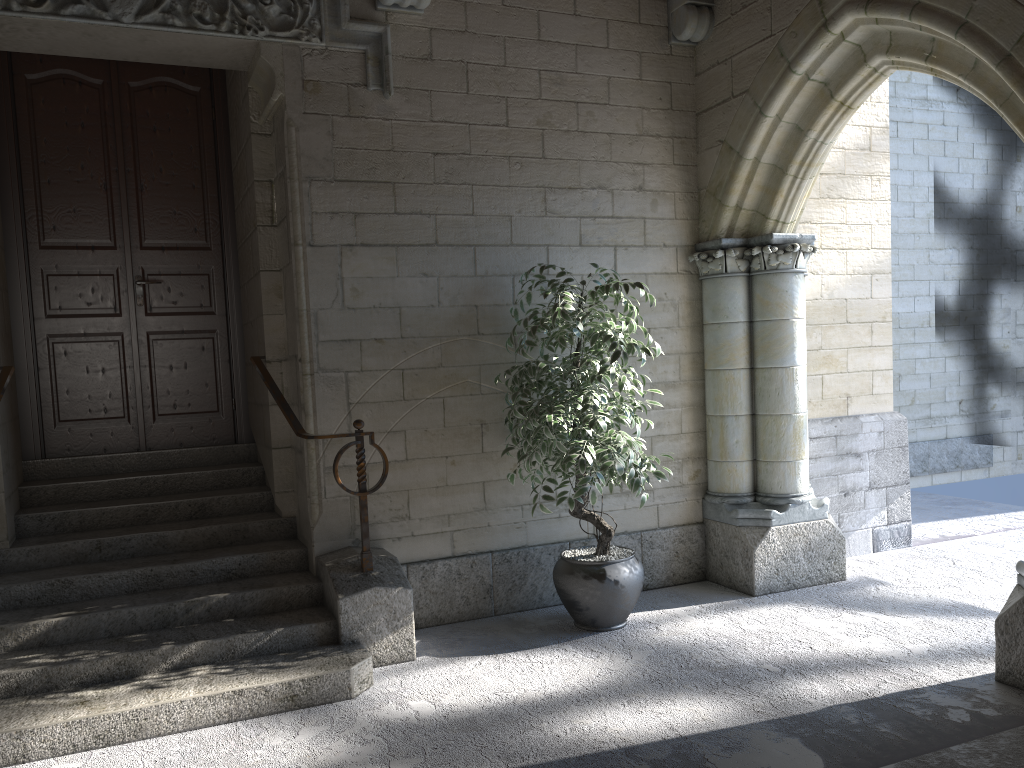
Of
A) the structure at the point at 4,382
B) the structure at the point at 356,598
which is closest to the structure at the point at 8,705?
the structure at the point at 356,598

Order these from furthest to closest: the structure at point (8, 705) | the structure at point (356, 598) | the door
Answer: the door, the structure at point (356, 598), the structure at point (8, 705)

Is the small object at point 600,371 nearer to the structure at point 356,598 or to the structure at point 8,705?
the structure at point 356,598

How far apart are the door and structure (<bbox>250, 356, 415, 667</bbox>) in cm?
82

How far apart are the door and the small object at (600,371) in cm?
160

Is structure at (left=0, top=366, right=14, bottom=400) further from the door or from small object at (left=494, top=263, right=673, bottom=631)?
small object at (left=494, top=263, right=673, bottom=631)

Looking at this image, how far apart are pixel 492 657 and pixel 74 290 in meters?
2.8 m

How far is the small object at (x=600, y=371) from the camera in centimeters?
357cm

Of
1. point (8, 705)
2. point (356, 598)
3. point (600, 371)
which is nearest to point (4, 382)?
point (8, 705)

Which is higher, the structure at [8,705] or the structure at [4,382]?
the structure at [4,382]
